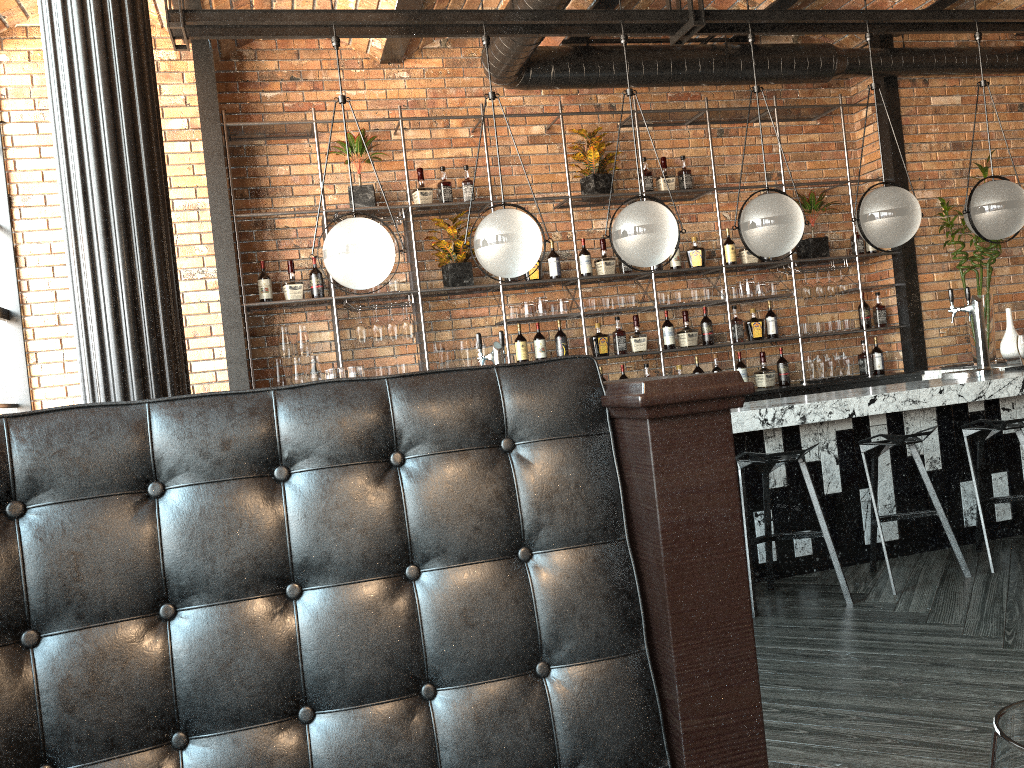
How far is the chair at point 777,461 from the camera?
4.02m

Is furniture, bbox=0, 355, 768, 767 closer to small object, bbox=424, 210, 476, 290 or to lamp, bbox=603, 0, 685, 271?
lamp, bbox=603, 0, 685, 271

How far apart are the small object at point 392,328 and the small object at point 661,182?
2.23m

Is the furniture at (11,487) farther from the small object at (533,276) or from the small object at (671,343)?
the small object at (671,343)

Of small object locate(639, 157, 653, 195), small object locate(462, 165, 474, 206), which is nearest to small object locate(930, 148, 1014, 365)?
small object locate(639, 157, 653, 195)

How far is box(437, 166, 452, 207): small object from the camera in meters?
6.1

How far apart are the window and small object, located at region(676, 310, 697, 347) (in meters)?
4.32

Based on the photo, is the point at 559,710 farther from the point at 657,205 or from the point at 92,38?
the point at 657,205

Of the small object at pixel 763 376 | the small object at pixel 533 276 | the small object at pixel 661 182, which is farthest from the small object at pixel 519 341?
the small object at pixel 763 376

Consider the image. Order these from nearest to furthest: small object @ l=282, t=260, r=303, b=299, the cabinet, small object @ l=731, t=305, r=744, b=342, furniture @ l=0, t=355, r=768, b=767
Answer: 1. furniture @ l=0, t=355, r=768, b=767
2. the cabinet
3. small object @ l=282, t=260, r=303, b=299
4. small object @ l=731, t=305, r=744, b=342
